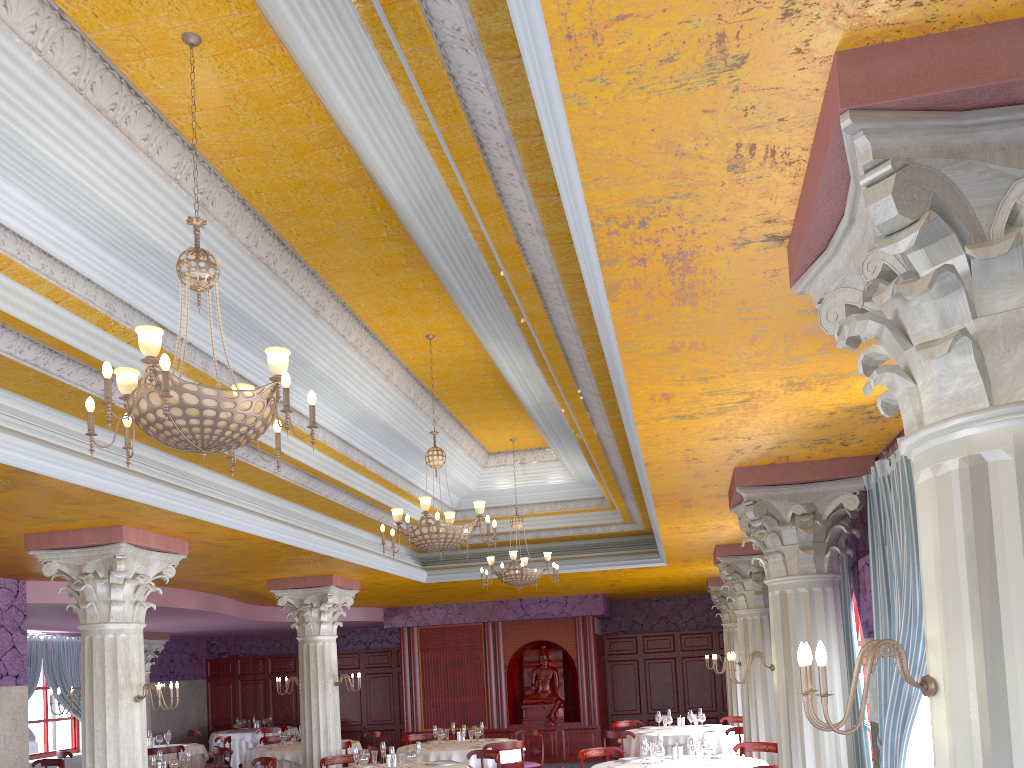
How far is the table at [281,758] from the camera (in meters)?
13.35

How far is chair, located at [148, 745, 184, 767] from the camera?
14.1 meters

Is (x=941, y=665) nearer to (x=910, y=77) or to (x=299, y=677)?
(x=910, y=77)

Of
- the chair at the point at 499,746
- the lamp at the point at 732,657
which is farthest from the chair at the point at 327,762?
the lamp at the point at 732,657

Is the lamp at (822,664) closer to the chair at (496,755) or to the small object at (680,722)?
the chair at (496,755)

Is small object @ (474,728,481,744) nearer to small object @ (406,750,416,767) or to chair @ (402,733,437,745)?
chair @ (402,733,437,745)

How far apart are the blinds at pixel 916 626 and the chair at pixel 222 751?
10.7 meters

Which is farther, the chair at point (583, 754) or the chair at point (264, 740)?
the chair at point (264, 740)

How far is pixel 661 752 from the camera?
8.7m

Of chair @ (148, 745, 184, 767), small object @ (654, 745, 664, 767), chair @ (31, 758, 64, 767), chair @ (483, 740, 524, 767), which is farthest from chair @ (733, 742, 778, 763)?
chair @ (31, 758, 64, 767)
